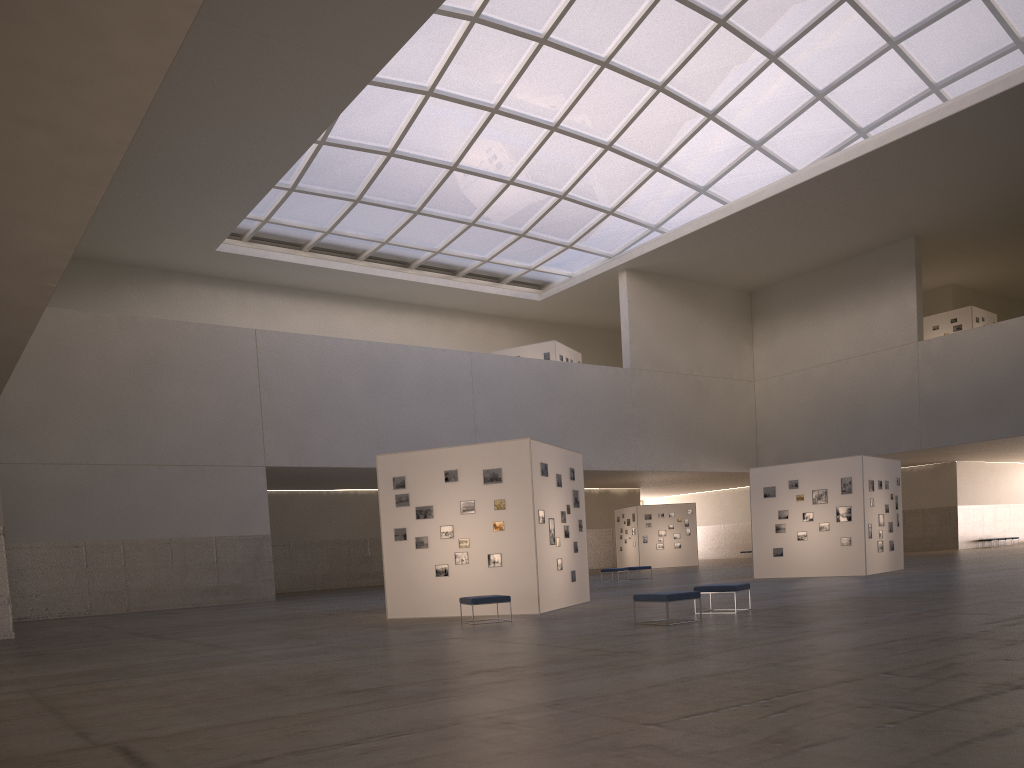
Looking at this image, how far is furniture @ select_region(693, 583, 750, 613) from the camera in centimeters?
1892cm

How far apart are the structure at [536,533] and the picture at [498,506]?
0.2 meters

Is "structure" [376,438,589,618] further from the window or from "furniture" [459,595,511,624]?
the window

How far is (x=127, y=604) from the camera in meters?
38.3

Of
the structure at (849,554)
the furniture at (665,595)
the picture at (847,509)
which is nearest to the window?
the structure at (849,554)

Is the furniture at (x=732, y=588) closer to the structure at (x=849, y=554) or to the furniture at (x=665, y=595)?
the furniture at (x=665, y=595)

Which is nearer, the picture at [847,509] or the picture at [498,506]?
the picture at [498,506]

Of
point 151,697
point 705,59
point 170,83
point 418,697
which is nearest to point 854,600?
point 418,697

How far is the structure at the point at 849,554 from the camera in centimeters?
3280cm

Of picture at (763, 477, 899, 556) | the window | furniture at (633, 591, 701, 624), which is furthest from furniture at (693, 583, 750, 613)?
the window
